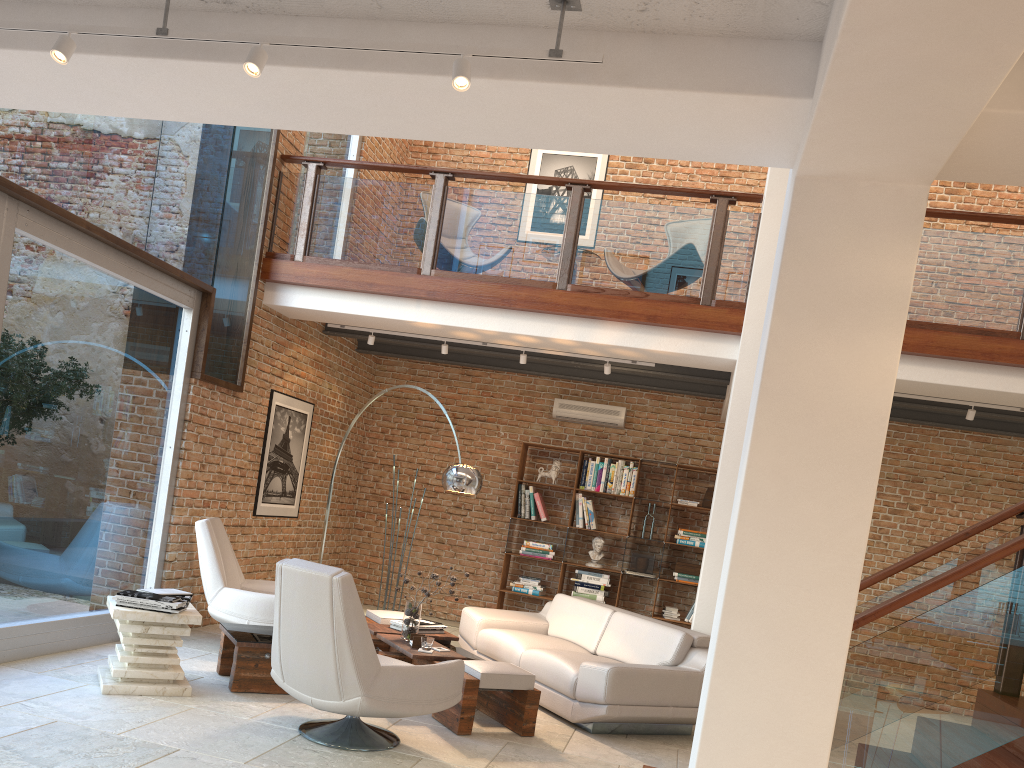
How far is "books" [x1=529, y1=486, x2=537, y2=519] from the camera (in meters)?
9.67

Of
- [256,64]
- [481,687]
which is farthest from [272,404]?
[256,64]

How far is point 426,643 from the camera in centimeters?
565cm

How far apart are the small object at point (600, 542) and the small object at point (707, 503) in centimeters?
118cm

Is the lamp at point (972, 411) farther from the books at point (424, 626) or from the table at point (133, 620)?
the table at point (133, 620)

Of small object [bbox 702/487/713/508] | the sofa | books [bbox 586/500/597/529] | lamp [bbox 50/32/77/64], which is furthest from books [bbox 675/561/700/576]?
lamp [bbox 50/32/77/64]

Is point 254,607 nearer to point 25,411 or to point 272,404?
point 25,411

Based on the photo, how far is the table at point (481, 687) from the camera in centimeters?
519cm

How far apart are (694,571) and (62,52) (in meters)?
7.70

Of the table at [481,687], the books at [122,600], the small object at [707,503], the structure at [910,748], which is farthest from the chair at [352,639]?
the small object at [707,503]
